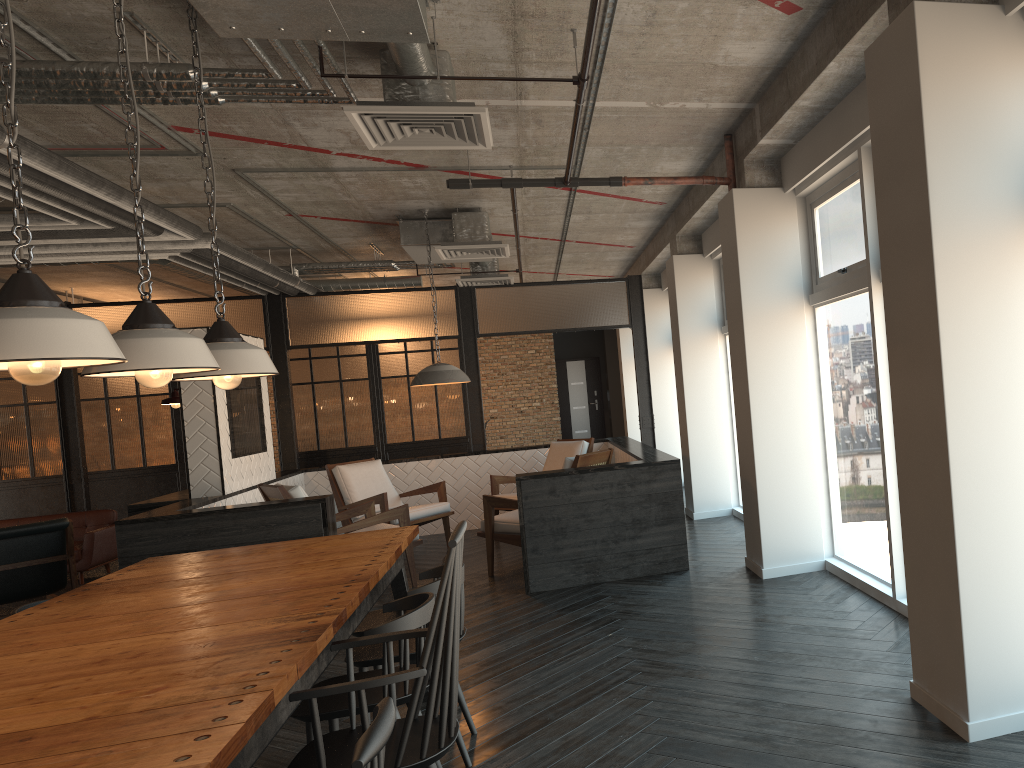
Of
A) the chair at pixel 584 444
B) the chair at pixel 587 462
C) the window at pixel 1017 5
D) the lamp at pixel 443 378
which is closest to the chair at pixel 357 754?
the window at pixel 1017 5

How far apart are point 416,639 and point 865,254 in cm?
317

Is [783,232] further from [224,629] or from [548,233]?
[224,629]

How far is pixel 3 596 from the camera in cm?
681

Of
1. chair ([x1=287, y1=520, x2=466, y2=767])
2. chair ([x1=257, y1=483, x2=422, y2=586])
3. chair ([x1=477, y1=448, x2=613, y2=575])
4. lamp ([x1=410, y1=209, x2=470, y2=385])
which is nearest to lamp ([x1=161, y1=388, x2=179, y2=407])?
chair ([x1=257, y1=483, x2=422, y2=586])

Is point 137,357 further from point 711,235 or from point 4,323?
point 711,235

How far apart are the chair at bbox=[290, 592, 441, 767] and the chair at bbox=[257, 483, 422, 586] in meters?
3.6 m

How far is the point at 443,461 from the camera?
9.54m

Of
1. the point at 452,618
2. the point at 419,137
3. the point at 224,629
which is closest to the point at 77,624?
the point at 224,629

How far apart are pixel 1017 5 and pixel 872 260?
1.71m
